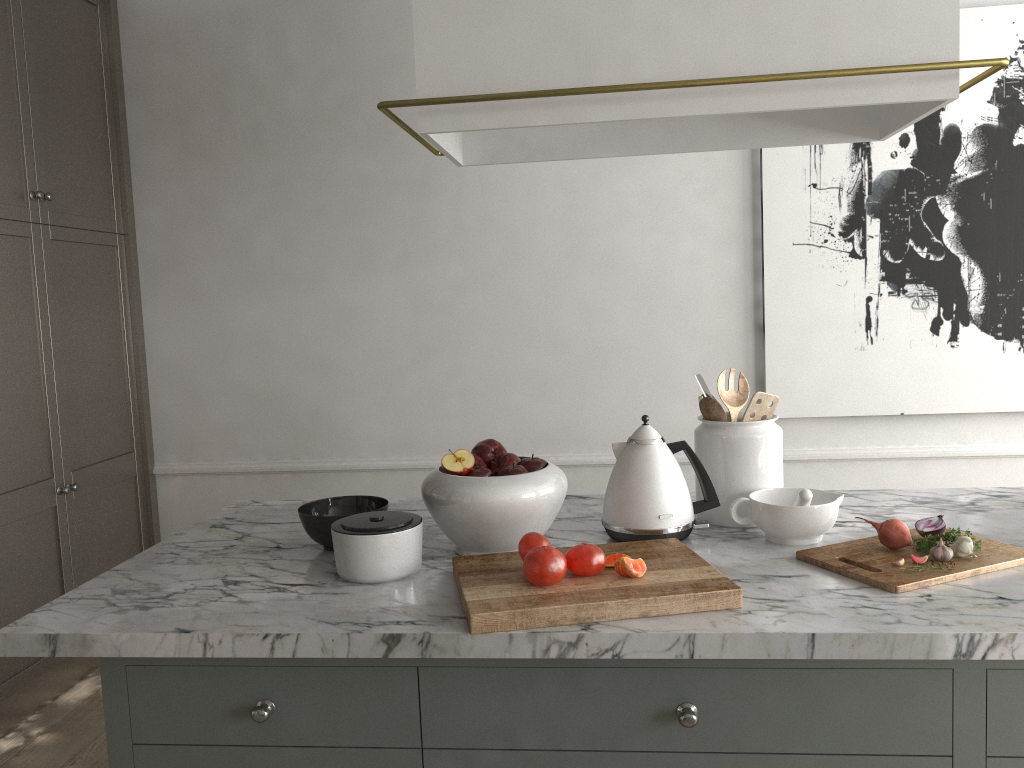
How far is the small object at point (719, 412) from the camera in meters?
1.7 m

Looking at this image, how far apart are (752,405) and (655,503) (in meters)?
0.29

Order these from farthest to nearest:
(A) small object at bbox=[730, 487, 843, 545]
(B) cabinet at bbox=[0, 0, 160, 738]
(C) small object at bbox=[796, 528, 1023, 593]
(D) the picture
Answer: Result: (D) the picture → (B) cabinet at bbox=[0, 0, 160, 738] → (A) small object at bbox=[730, 487, 843, 545] → (C) small object at bbox=[796, 528, 1023, 593]

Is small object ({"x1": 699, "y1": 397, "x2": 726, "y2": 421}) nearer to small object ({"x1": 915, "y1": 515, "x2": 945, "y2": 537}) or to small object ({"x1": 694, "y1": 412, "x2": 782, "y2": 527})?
small object ({"x1": 694, "y1": 412, "x2": 782, "y2": 527})

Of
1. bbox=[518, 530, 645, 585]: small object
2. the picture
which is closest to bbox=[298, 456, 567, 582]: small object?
bbox=[518, 530, 645, 585]: small object

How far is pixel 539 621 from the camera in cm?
125

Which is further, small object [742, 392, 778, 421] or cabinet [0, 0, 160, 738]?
cabinet [0, 0, 160, 738]

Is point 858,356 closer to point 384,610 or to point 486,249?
point 486,249

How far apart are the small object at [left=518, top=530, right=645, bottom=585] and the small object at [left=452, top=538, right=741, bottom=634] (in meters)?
0.01

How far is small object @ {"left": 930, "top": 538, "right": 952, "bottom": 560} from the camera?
1.4 meters
